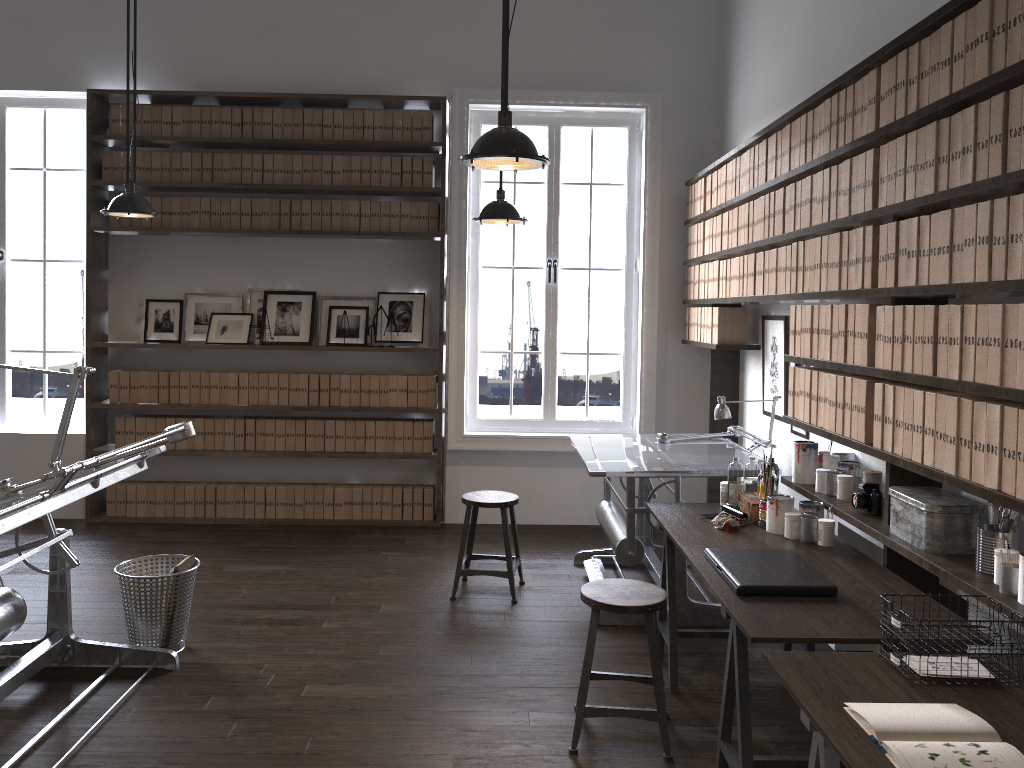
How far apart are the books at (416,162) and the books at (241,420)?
2.1m

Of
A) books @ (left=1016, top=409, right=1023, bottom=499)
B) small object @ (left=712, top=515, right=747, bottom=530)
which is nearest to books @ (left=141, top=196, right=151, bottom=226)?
small object @ (left=712, top=515, right=747, bottom=530)

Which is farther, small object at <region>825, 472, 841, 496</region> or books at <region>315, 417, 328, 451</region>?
books at <region>315, 417, 328, 451</region>

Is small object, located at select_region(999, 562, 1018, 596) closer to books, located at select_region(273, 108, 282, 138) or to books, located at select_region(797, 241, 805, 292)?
books, located at select_region(797, 241, 805, 292)

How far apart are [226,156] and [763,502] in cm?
443

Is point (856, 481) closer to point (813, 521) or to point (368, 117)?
point (813, 521)

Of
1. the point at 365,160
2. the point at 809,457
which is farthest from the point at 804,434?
the point at 365,160

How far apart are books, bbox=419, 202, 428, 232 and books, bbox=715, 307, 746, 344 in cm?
217

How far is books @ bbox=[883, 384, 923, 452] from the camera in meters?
2.9

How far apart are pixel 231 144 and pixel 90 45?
1.2 meters
